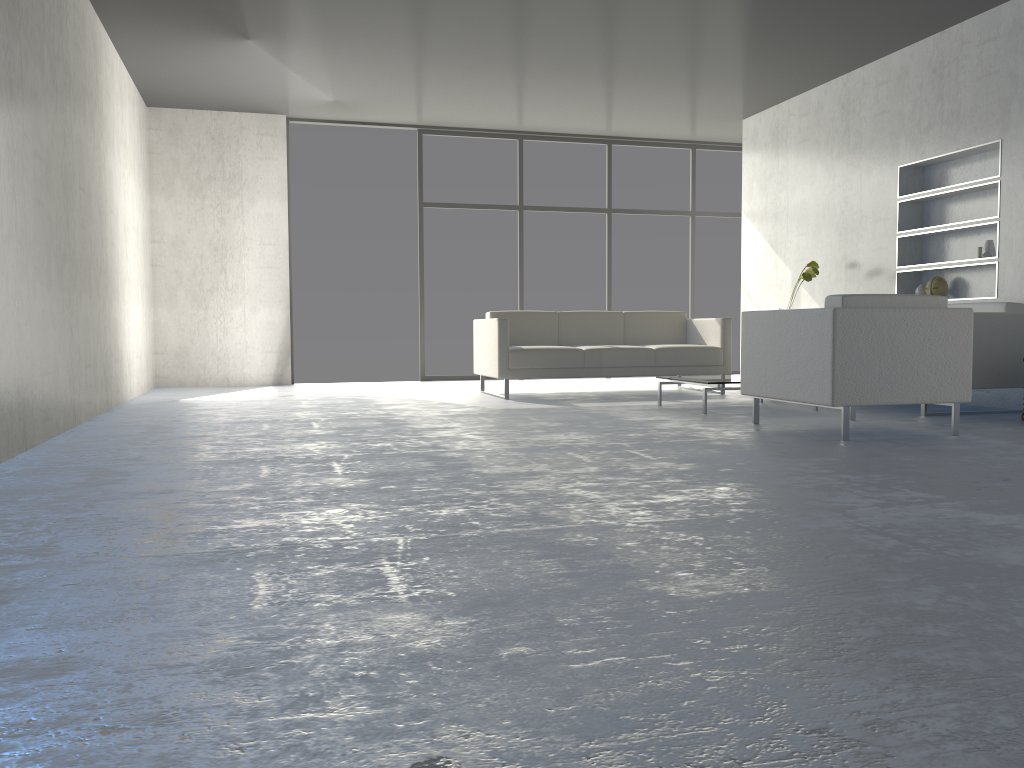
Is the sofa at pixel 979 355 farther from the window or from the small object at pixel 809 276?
the window

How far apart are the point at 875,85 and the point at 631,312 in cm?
248

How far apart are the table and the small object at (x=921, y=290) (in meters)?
1.77

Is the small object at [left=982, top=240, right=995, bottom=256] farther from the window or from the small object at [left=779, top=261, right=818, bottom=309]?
the window

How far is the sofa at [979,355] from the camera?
5.1m

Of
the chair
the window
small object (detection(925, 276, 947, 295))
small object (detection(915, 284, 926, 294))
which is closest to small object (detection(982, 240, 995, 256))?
small object (detection(925, 276, 947, 295))

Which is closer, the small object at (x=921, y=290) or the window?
the small object at (x=921, y=290)

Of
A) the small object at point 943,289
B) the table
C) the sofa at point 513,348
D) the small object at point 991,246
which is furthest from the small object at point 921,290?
the table

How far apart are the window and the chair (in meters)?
4.68

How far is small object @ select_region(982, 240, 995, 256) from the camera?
5.73m
